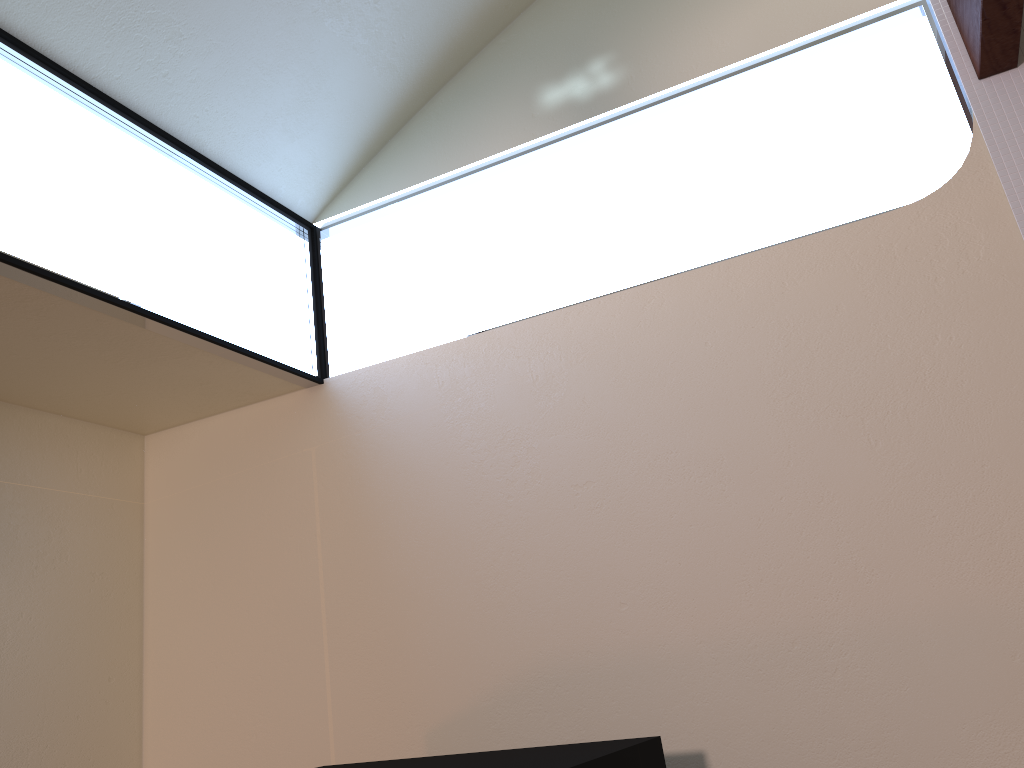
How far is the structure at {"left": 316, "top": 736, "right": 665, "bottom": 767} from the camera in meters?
1.6 m

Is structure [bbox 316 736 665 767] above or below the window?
below

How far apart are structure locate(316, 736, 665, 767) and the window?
1.21m

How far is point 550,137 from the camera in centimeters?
285cm

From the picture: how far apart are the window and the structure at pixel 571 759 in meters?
1.2

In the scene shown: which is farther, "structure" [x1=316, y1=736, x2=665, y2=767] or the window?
the window

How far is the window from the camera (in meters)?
2.17

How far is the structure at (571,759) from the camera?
1.56m
